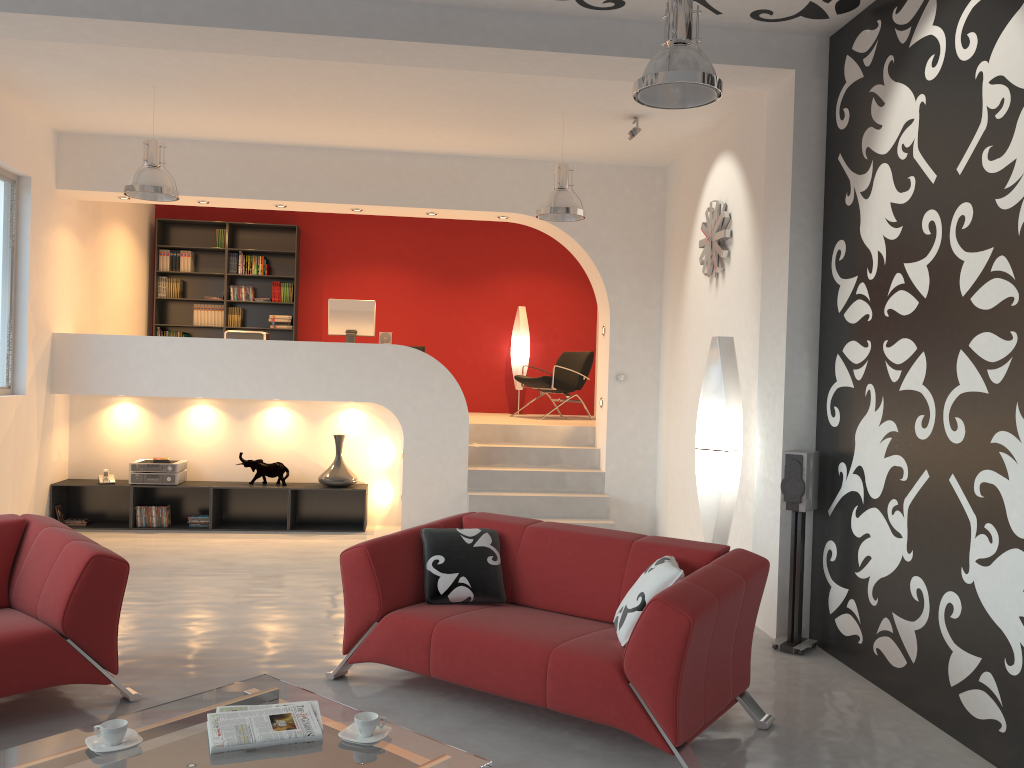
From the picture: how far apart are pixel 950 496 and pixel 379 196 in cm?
572

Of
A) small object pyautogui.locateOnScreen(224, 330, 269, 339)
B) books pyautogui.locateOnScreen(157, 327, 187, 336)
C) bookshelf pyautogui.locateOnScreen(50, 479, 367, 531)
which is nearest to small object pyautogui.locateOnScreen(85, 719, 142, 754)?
bookshelf pyautogui.locateOnScreen(50, 479, 367, 531)

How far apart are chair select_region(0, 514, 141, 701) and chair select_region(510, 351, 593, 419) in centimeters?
622cm

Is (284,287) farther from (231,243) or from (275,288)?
(231,243)

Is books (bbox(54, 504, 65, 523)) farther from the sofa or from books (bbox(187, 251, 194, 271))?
the sofa

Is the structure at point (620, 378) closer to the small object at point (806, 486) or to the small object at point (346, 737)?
the small object at point (806, 486)

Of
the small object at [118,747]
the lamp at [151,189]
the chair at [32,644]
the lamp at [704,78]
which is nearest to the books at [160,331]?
the lamp at [151,189]

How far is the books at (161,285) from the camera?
10.6m

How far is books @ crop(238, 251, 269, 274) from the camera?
10.7 meters

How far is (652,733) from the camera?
3.31m
